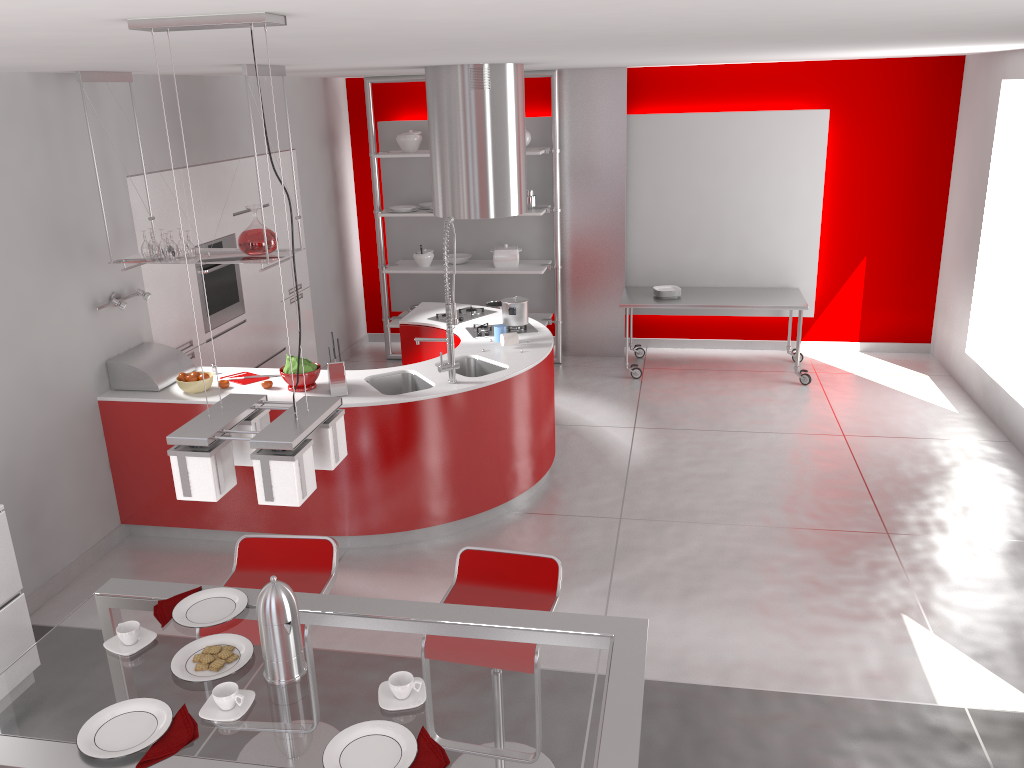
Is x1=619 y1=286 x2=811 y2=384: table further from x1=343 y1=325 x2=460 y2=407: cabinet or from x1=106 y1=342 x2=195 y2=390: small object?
x1=106 y1=342 x2=195 y2=390: small object

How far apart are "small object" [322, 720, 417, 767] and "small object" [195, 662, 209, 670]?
0.5 meters

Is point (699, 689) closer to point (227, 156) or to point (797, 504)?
point (797, 504)

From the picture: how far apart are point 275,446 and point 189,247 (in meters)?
3.27

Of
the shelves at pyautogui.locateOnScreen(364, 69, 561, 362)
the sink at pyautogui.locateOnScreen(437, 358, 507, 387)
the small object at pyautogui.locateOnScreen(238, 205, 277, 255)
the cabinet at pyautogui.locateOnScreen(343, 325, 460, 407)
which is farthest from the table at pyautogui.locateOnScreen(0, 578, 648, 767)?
the shelves at pyautogui.locateOnScreen(364, 69, 561, 362)

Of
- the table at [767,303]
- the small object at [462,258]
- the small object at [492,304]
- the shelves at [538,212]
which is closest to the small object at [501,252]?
the shelves at [538,212]

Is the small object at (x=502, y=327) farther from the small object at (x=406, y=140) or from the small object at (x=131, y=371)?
the small object at (x=406, y=140)

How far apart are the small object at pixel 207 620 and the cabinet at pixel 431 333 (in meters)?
3.52

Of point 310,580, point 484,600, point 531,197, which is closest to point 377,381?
point 310,580

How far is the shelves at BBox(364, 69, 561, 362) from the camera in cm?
764
